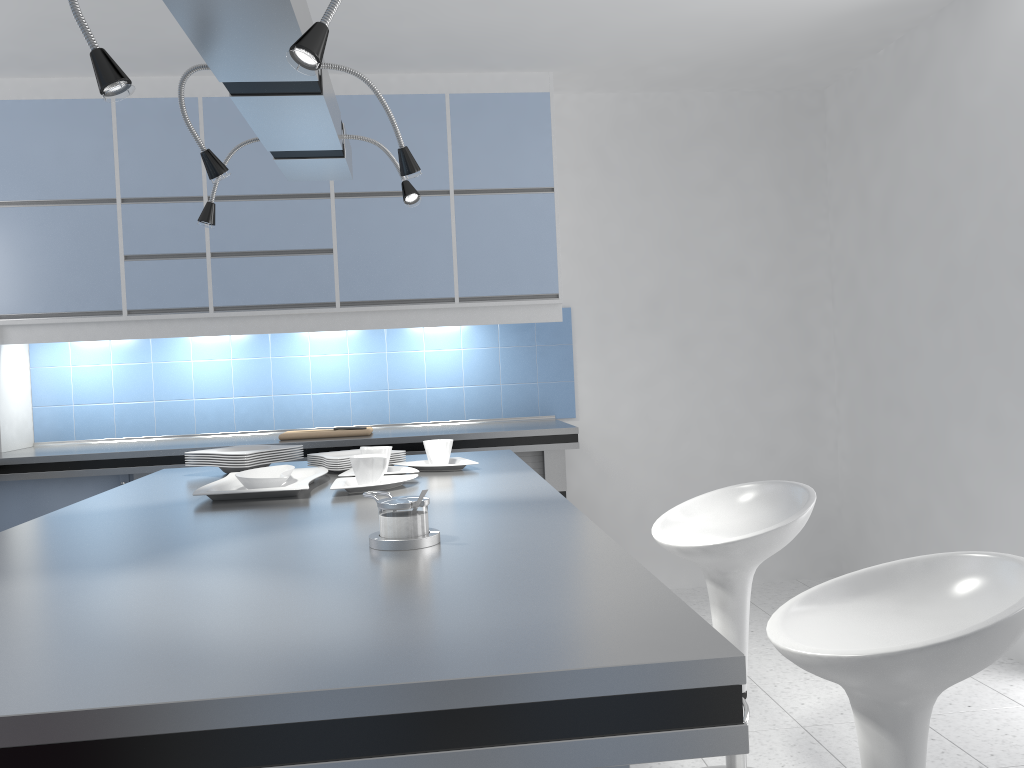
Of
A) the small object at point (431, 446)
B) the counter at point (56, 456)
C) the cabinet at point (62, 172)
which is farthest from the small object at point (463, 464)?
the cabinet at point (62, 172)

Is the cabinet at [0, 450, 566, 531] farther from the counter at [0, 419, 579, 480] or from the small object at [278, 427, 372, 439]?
the small object at [278, 427, 372, 439]

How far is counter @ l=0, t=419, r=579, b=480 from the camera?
3.87m

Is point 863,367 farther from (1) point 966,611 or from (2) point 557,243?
(1) point 966,611

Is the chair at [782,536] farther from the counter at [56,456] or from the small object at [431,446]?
the counter at [56,456]

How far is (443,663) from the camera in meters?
0.9 m

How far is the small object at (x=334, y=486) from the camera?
2.2m

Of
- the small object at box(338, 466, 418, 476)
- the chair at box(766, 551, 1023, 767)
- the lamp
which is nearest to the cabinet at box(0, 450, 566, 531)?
the small object at box(338, 466, 418, 476)

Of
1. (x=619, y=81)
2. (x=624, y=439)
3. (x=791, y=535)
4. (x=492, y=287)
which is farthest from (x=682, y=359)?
(x=791, y=535)

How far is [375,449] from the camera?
2.5 meters
